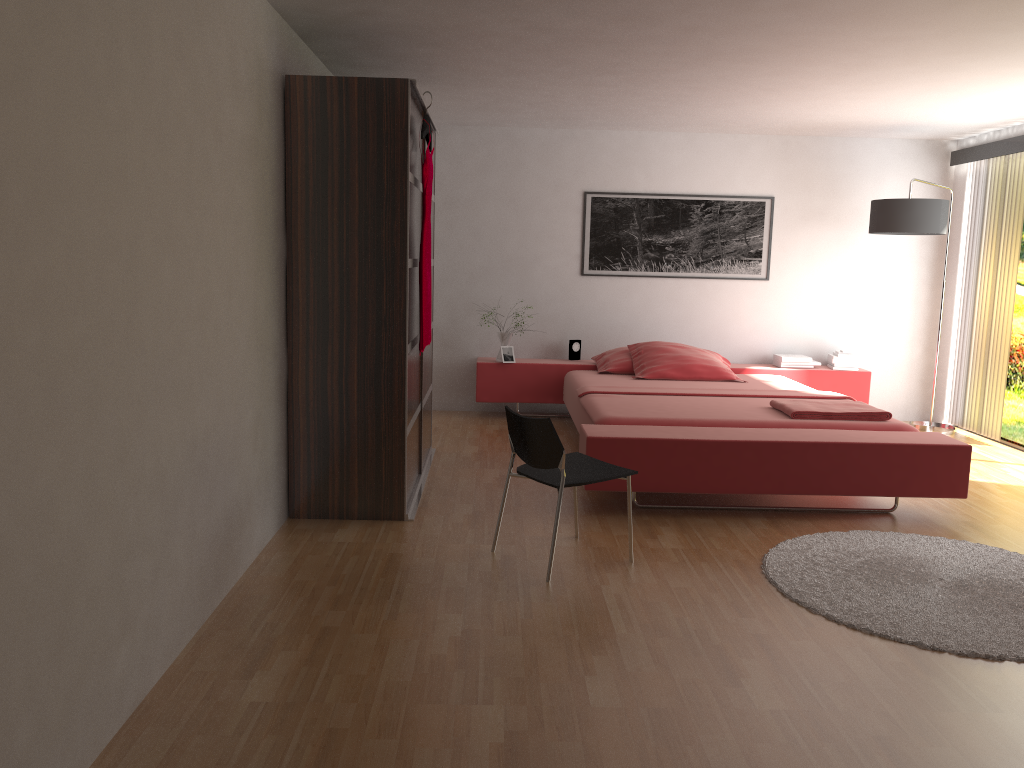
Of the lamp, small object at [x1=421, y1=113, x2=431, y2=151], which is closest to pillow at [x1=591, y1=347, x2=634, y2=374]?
the lamp

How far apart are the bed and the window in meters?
1.0

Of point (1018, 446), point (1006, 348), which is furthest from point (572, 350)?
point (1018, 446)

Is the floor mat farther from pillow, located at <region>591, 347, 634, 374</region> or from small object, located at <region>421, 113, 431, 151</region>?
pillow, located at <region>591, 347, 634, 374</region>

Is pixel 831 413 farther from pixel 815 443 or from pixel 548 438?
pixel 548 438

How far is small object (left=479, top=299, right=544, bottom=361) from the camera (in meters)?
6.73

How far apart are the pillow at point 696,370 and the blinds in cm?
182

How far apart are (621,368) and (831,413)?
1.98m

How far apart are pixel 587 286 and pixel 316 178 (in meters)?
3.43

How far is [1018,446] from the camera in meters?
6.2
